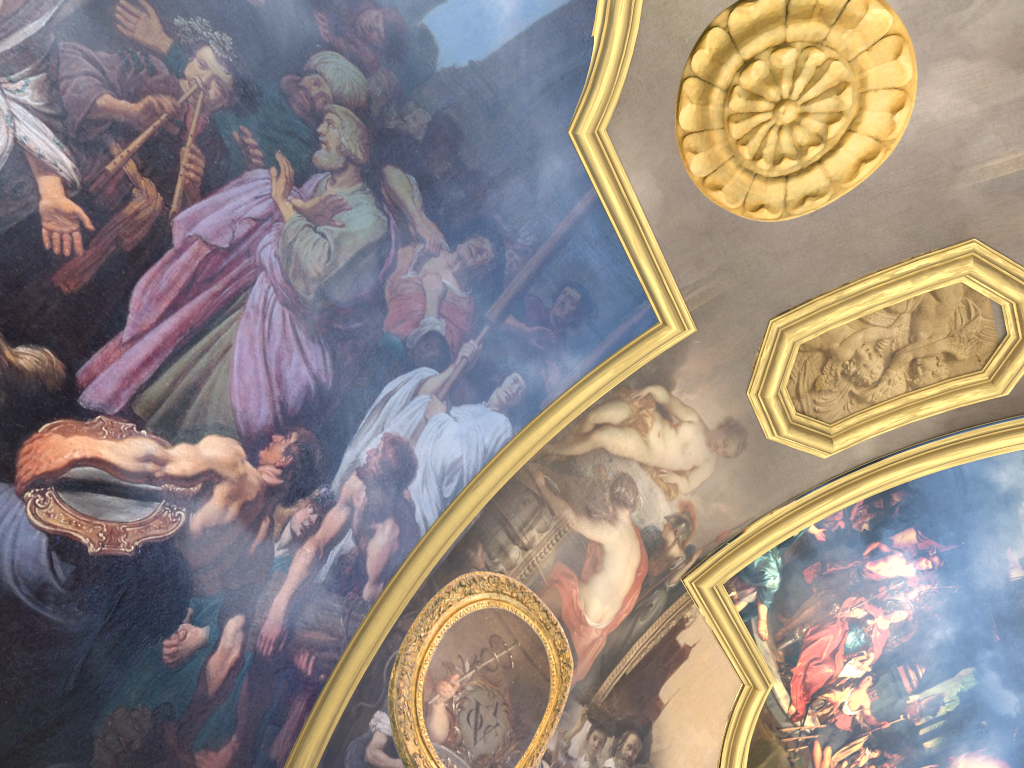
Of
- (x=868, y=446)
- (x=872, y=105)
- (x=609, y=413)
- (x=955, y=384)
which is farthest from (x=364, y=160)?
(x=955, y=384)

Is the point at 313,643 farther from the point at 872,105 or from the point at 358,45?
the point at 872,105
